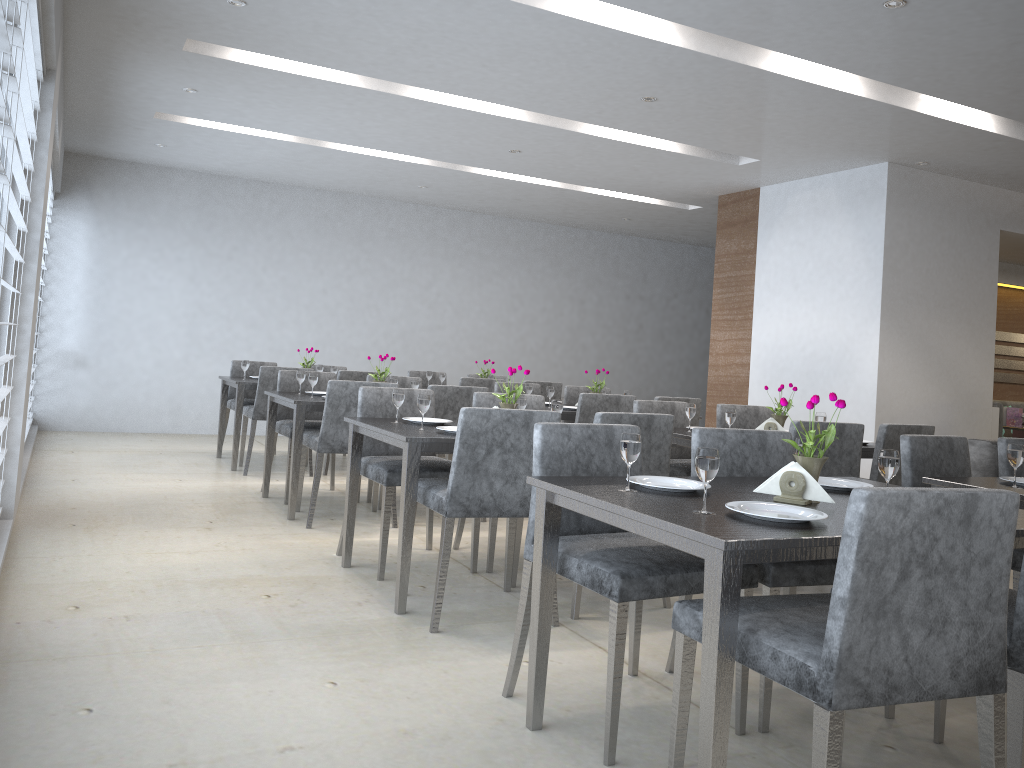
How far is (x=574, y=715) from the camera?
2.4 meters

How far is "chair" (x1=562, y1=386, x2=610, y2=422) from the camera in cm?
652

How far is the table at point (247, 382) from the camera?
6.29m

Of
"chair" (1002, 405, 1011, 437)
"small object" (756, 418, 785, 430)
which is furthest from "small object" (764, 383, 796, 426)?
"chair" (1002, 405, 1011, 437)

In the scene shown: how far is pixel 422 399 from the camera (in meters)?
3.42

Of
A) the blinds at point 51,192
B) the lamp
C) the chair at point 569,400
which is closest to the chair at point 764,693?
the lamp

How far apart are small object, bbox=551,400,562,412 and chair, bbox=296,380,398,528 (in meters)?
1.30

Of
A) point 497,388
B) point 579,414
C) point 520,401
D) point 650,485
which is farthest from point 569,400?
point 650,485

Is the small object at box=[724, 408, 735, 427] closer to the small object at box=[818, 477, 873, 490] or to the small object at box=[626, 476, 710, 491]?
the small object at box=[818, 477, 873, 490]

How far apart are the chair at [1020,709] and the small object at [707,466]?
0.66m
